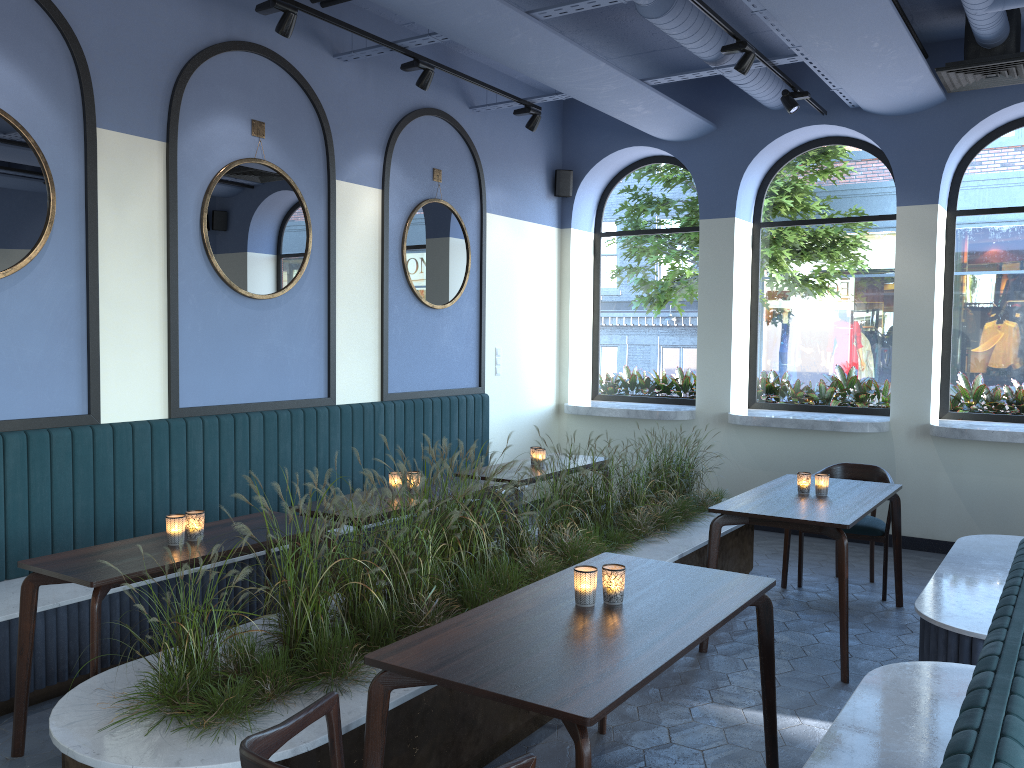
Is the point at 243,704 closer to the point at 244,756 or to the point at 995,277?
the point at 244,756

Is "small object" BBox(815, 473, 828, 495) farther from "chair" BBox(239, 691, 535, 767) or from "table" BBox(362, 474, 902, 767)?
"chair" BBox(239, 691, 535, 767)

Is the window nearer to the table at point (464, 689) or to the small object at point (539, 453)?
the table at point (464, 689)

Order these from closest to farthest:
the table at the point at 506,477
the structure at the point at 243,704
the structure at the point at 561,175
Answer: the structure at the point at 243,704 < the table at the point at 506,477 < the structure at the point at 561,175

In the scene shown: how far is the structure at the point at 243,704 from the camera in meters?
2.6 m

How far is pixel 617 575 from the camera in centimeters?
288cm

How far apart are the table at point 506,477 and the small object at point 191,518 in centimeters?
216cm

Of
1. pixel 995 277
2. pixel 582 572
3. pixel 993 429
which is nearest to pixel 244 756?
pixel 582 572

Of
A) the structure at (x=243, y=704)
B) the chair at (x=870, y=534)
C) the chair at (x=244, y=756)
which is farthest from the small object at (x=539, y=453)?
the chair at (x=244, y=756)

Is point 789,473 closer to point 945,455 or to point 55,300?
point 945,455
